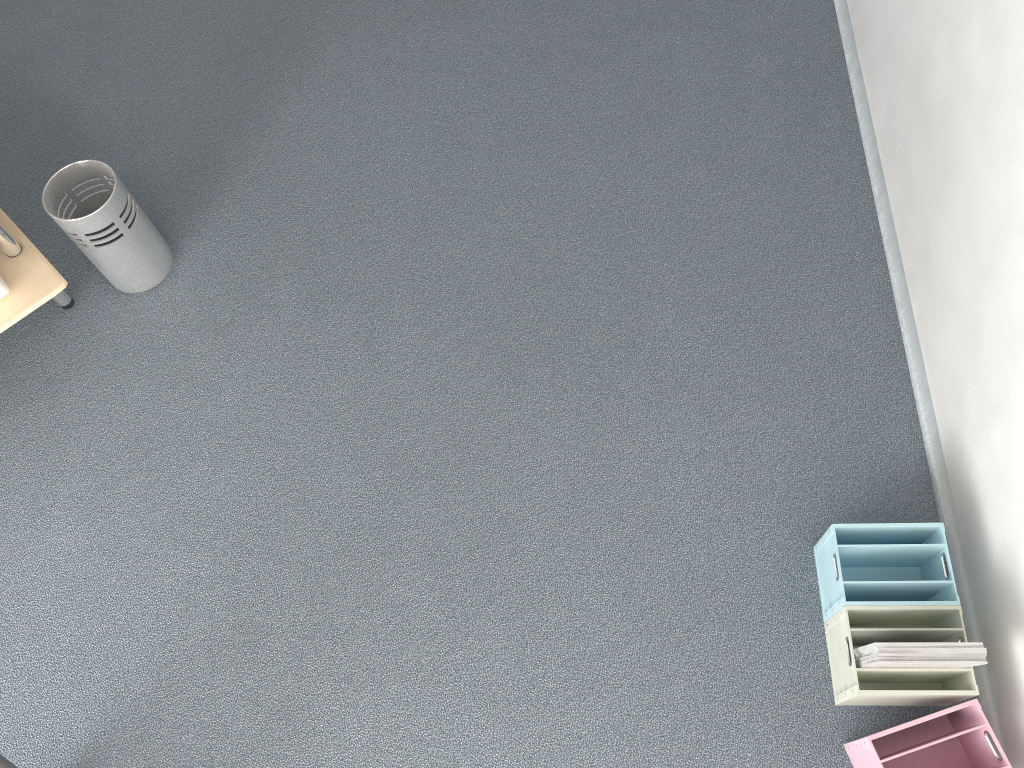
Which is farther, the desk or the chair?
the desk

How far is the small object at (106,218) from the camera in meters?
2.4

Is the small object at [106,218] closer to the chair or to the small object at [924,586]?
the chair

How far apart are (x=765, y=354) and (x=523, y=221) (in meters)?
0.83

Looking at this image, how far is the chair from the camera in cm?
162

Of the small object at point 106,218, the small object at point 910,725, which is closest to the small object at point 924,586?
the small object at point 910,725

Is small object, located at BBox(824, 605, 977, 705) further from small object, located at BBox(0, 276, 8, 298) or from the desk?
small object, located at BBox(0, 276, 8, 298)

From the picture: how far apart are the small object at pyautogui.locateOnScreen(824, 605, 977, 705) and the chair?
1.7m

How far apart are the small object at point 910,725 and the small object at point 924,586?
0.2 meters

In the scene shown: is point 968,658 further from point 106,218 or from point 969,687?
point 106,218
